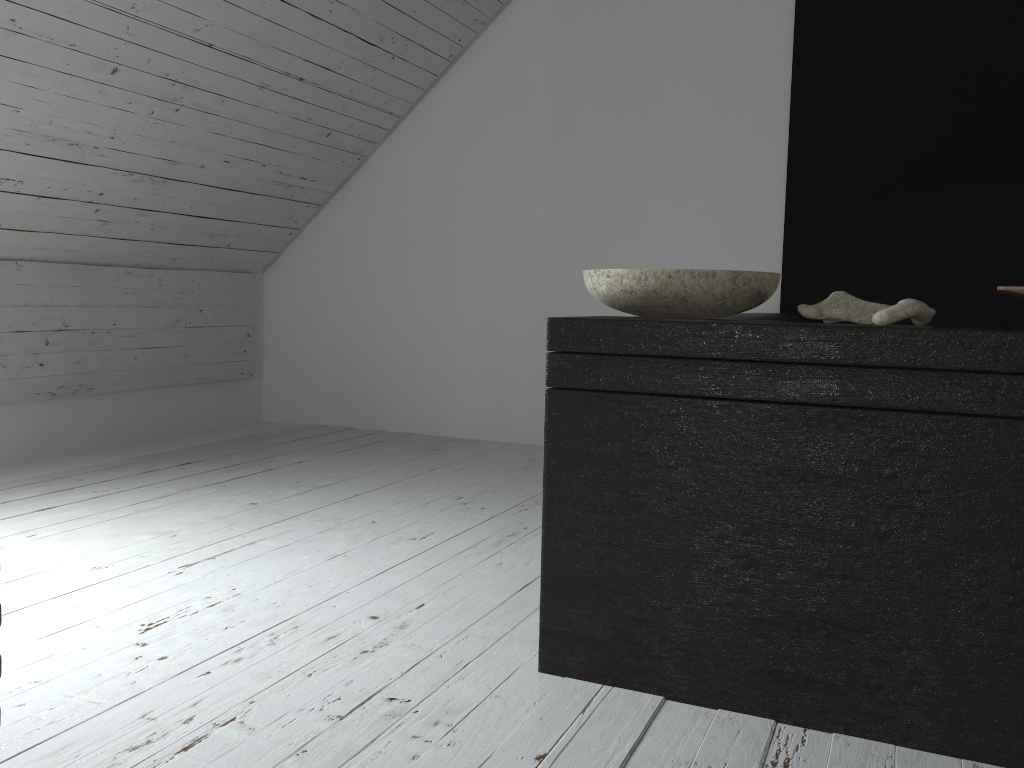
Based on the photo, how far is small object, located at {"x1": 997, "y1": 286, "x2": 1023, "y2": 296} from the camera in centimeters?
116cm

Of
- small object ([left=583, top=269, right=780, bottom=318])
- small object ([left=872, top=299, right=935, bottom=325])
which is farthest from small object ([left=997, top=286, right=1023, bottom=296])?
small object ([left=583, top=269, right=780, bottom=318])

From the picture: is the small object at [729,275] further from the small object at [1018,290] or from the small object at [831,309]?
the small object at [1018,290]

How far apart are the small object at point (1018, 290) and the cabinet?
0.05m

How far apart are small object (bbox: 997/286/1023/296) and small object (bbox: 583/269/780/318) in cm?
35

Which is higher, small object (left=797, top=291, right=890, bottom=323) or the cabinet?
small object (left=797, top=291, right=890, bottom=323)

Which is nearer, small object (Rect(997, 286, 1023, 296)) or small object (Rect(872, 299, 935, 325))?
small object (Rect(997, 286, 1023, 296))

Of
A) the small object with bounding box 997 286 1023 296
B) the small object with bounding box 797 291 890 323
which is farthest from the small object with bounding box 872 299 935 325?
the small object with bounding box 997 286 1023 296

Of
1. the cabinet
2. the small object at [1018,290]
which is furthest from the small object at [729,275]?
the small object at [1018,290]

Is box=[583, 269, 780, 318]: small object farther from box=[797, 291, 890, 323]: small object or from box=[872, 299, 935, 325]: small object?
box=[872, 299, 935, 325]: small object
